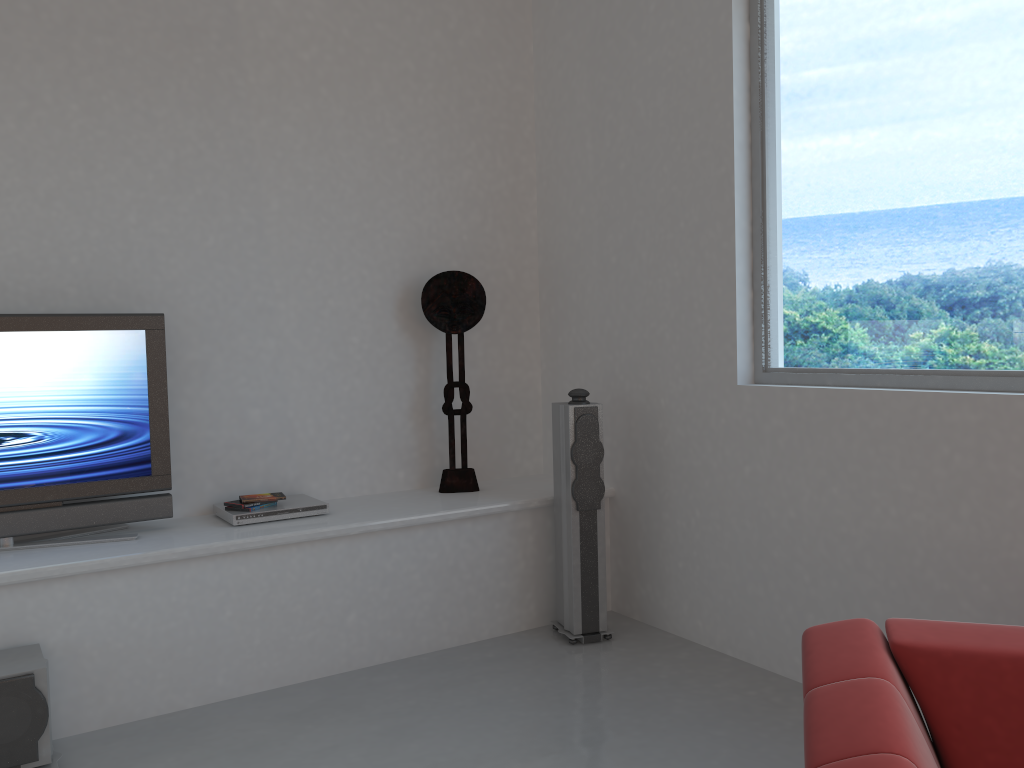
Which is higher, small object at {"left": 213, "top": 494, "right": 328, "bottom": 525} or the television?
the television

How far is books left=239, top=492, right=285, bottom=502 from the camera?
3.9 meters

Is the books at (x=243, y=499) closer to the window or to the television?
the television

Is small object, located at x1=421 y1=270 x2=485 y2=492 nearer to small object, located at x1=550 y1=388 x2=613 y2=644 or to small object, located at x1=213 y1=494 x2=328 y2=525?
small object, located at x1=550 y1=388 x2=613 y2=644

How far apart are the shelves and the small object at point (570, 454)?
0.08m

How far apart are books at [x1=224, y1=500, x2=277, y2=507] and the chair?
2.58m

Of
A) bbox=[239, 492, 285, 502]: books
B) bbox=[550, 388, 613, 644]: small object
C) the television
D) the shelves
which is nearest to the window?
bbox=[550, 388, 613, 644]: small object

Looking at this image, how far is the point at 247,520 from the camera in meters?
3.8 m

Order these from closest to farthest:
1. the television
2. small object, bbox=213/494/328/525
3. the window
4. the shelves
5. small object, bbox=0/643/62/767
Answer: small object, bbox=0/643/62/767, the window, the shelves, the television, small object, bbox=213/494/328/525

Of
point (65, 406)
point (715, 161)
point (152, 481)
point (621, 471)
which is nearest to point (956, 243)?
point (715, 161)
